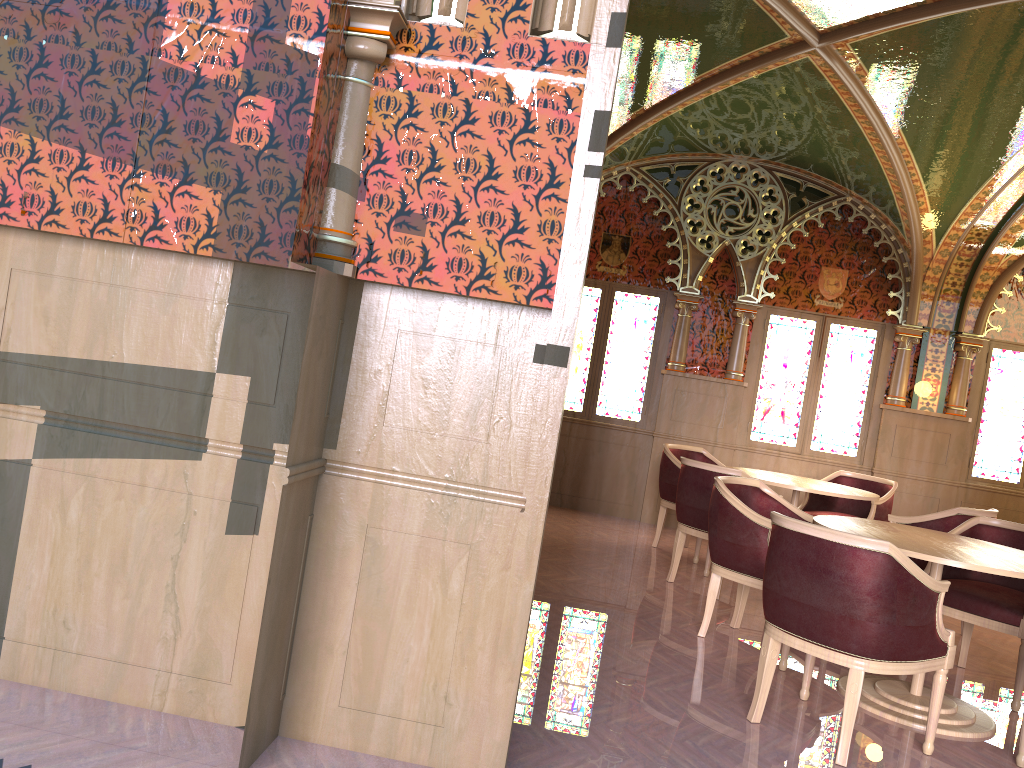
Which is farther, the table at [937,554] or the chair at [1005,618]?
the chair at [1005,618]

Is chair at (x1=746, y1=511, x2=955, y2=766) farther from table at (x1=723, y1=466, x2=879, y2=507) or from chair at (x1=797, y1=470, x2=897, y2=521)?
chair at (x1=797, y1=470, x2=897, y2=521)

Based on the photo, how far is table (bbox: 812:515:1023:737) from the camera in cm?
372

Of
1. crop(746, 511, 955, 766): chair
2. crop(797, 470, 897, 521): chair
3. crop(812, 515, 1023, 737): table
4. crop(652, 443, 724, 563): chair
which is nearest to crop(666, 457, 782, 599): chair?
crop(652, 443, 724, 563): chair

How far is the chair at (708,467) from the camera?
5.8m

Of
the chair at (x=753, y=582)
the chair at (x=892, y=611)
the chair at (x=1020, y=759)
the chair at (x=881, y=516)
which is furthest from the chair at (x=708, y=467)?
the chair at (x=1020, y=759)

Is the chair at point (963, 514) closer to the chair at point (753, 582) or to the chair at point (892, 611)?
the chair at point (753, 582)

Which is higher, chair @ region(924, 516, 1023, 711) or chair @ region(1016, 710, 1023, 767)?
chair @ region(924, 516, 1023, 711)

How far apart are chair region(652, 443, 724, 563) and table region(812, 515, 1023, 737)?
2.58m

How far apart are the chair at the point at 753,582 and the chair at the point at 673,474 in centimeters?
198cm
